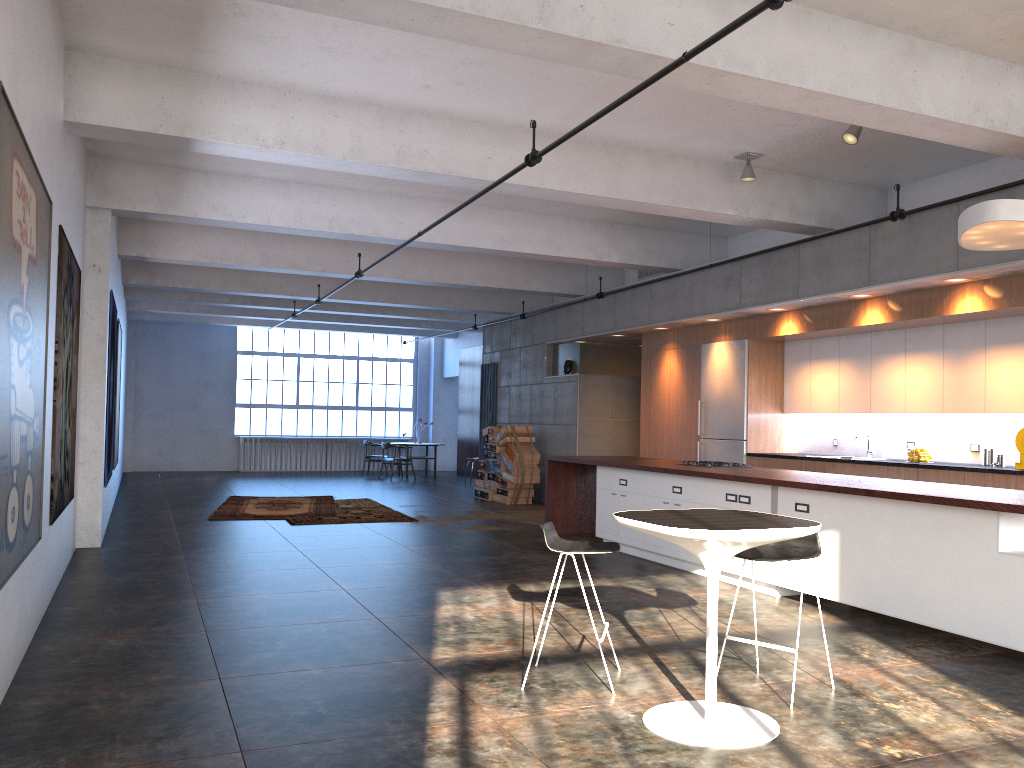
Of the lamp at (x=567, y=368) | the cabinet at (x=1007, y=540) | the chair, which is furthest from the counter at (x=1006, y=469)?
the lamp at (x=567, y=368)

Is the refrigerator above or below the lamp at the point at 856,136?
below

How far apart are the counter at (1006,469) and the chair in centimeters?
380cm

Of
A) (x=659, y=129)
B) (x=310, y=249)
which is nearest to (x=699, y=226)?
(x=659, y=129)

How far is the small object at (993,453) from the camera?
8.24m

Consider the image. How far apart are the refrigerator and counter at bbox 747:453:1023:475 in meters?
0.9 m

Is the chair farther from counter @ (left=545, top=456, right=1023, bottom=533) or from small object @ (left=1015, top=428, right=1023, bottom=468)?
small object @ (left=1015, top=428, right=1023, bottom=468)

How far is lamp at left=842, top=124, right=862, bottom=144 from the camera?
6.96m

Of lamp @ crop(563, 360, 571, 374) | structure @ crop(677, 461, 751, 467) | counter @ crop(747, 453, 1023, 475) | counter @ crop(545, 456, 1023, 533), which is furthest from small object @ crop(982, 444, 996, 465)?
lamp @ crop(563, 360, 571, 374)

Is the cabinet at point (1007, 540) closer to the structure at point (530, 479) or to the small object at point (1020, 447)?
the small object at point (1020, 447)
